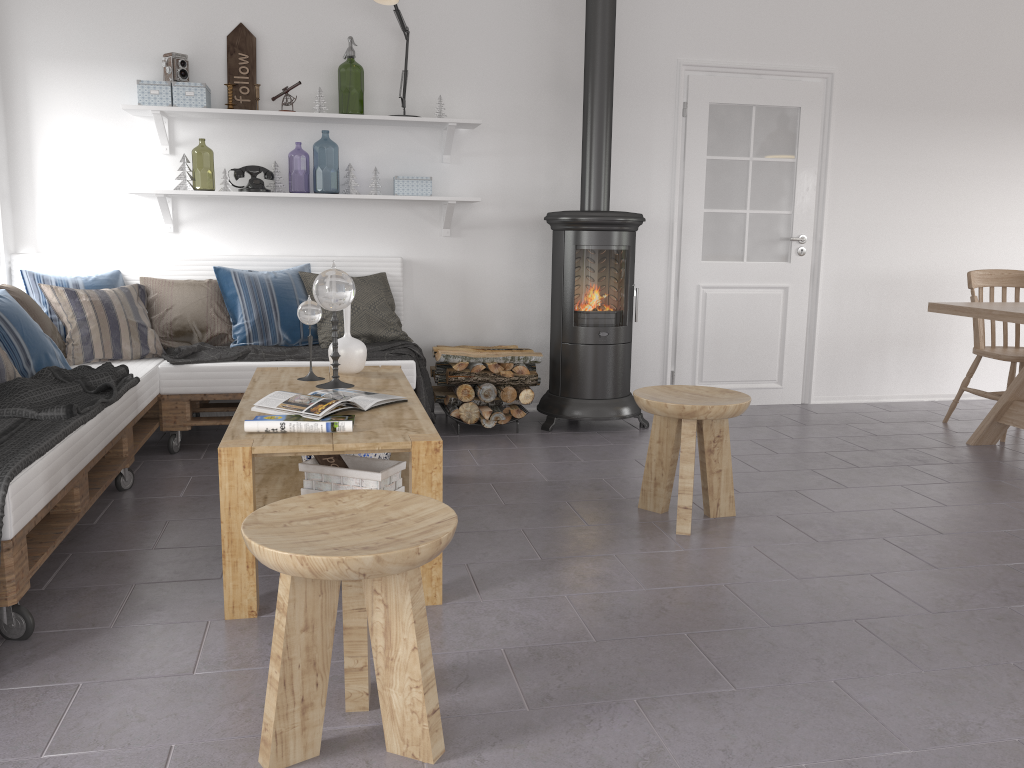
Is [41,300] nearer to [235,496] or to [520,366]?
[520,366]

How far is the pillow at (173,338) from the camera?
4.41m

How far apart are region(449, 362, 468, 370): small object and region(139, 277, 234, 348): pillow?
1.14m

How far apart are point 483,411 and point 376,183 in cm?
139

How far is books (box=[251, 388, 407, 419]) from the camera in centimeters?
274cm

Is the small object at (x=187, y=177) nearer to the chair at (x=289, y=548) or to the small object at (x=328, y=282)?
the small object at (x=328, y=282)

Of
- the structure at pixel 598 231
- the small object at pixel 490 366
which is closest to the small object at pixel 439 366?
the small object at pixel 490 366

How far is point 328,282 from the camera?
3.2m

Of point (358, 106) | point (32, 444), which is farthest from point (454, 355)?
point (358, 106)

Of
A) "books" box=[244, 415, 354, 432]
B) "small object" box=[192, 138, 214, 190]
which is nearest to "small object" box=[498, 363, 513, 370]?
"books" box=[244, 415, 354, 432]
